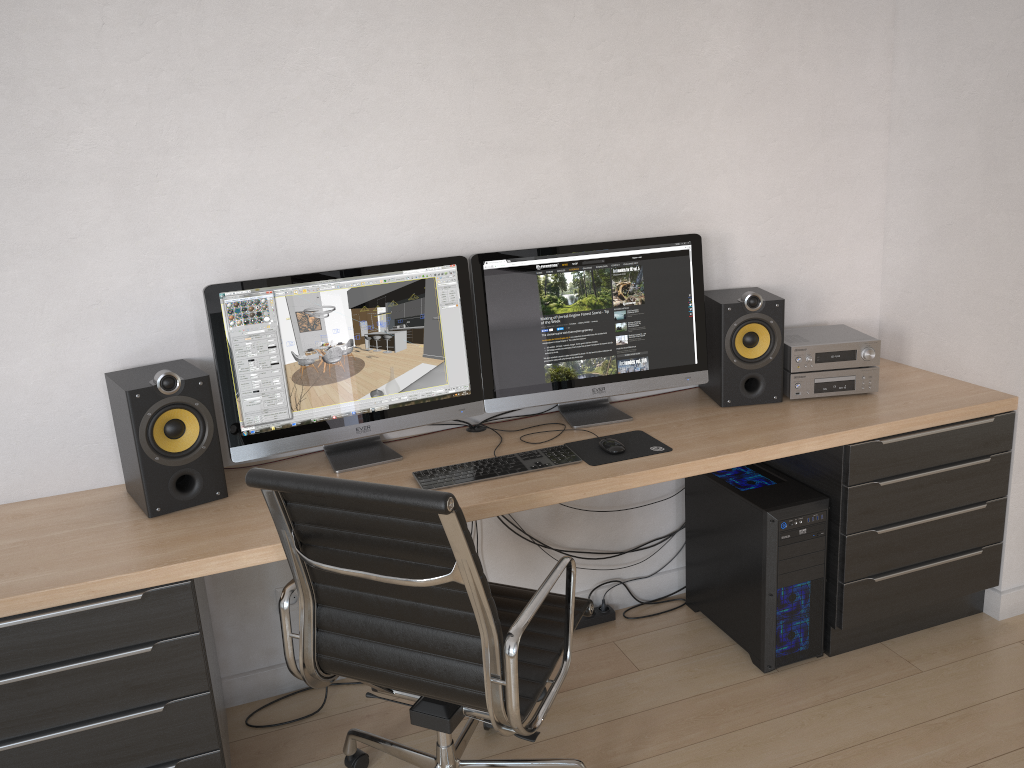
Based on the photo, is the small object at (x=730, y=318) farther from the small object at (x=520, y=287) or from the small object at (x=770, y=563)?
the small object at (x=770, y=563)

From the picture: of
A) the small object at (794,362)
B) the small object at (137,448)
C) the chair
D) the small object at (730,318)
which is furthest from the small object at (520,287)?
the small object at (137,448)

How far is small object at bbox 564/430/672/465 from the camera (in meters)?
2.39

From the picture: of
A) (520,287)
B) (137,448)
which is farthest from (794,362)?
(137,448)

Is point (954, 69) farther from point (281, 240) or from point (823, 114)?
point (281, 240)

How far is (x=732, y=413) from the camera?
2.7 meters

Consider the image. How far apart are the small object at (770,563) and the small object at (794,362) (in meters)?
0.25

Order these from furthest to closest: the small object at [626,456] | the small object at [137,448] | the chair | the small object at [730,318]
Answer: the small object at [730,318]
the small object at [626,456]
the small object at [137,448]
the chair

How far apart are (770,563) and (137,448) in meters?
1.7 m

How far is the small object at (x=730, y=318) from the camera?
2.7 meters
